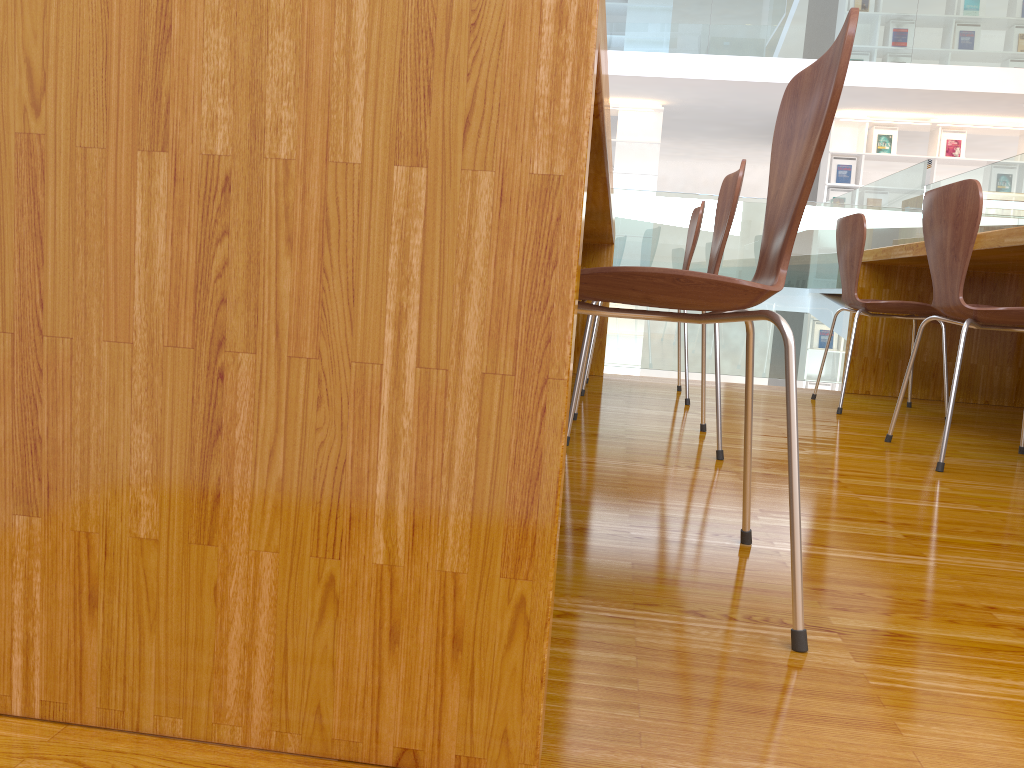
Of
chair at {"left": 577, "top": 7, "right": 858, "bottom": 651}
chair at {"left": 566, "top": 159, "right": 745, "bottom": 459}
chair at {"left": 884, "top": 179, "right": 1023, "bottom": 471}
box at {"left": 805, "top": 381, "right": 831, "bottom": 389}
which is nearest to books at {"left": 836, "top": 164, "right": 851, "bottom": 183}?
box at {"left": 805, "top": 381, "right": 831, "bottom": 389}

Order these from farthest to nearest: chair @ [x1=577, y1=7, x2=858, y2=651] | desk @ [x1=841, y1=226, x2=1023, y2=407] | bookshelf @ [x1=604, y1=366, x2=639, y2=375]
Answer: bookshelf @ [x1=604, y1=366, x2=639, y2=375] → desk @ [x1=841, y1=226, x2=1023, y2=407] → chair @ [x1=577, y1=7, x2=858, y2=651]

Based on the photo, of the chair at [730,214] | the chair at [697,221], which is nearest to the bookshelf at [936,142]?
the chair at [697,221]

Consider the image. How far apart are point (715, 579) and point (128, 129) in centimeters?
90cm

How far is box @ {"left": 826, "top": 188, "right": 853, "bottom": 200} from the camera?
9.35m

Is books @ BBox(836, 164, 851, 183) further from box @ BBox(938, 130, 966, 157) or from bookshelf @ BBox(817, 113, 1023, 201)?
box @ BBox(938, 130, 966, 157)

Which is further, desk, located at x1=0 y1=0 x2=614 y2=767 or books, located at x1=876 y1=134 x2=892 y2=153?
books, located at x1=876 y1=134 x2=892 y2=153

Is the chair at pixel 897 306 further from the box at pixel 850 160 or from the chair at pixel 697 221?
the box at pixel 850 160

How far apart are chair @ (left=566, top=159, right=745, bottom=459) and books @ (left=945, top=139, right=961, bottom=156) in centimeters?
809cm

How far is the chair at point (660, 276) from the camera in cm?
96
